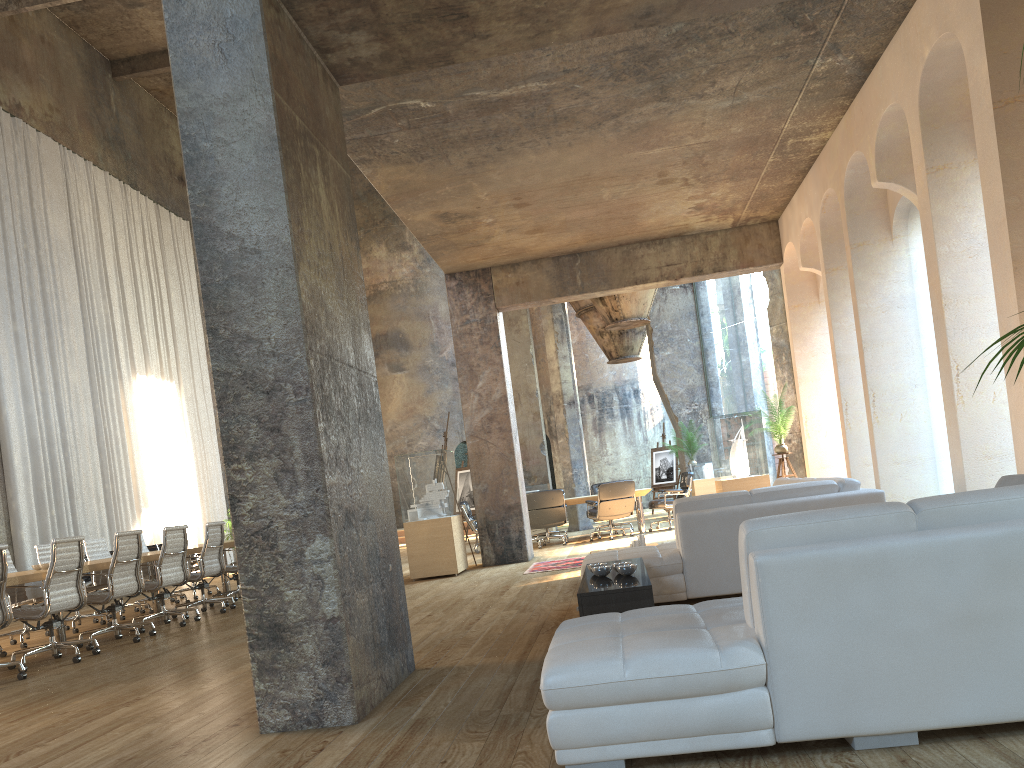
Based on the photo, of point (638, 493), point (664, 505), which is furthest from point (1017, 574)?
point (664, 505)

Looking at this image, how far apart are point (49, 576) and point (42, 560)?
3.2 meters

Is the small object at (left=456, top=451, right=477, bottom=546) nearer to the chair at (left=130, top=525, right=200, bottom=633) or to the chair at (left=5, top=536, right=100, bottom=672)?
the chair at (left=130, top=525, right=200, bottom=633)

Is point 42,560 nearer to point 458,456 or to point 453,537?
point 453,537

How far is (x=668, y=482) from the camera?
20.2m

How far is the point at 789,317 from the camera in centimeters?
1122cm

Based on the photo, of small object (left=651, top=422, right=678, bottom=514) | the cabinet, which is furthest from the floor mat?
small object (left=651, top=422, right=678, bottom=514)

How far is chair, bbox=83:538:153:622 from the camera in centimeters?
1059cm

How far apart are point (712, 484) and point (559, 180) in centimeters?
816cm

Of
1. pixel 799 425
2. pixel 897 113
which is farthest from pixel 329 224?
pixel 799 425
